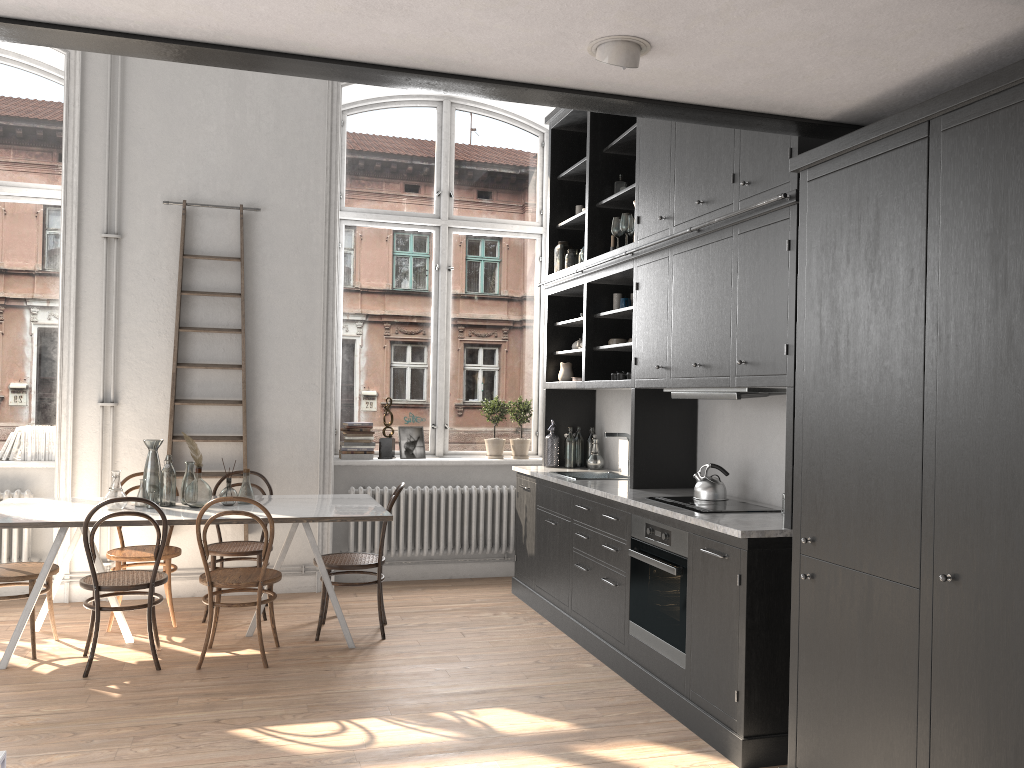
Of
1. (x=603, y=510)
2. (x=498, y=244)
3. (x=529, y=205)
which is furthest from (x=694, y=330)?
(x=529, y=205)

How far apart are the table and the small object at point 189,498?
0.03m

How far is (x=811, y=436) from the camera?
3.2 meters

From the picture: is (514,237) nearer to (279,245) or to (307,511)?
(279,245)

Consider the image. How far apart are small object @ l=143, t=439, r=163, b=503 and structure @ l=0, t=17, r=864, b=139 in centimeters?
312cm

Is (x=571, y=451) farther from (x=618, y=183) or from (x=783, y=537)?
(x=783, y=537)

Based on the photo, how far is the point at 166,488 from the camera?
5.18m

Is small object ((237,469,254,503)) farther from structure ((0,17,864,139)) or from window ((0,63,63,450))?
structure ((0,17,864,139))

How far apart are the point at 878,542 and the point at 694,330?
1.81m

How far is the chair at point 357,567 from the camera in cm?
524
